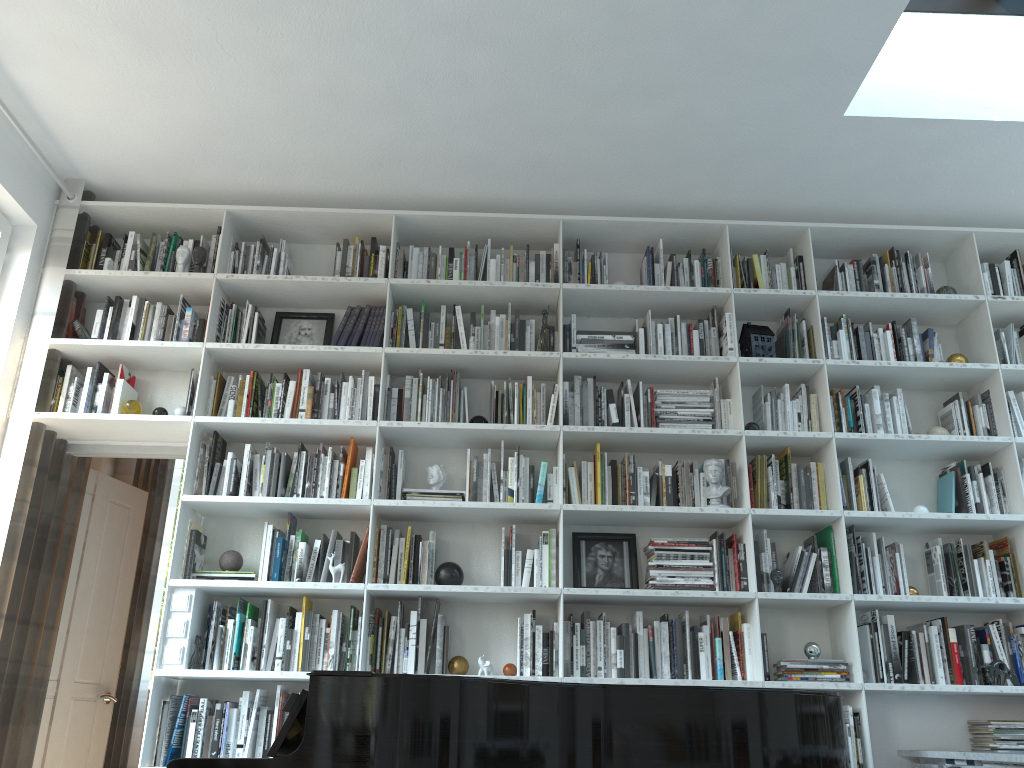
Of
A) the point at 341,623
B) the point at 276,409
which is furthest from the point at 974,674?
the point at 276,409

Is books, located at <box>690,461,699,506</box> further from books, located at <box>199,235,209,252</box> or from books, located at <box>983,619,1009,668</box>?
books, located at <box>199,235,209,252</box>

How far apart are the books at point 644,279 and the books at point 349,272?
1.5m

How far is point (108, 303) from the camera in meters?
4.4

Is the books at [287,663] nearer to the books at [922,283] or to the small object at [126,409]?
the small object at [126,409]

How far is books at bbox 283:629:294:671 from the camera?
3.7m

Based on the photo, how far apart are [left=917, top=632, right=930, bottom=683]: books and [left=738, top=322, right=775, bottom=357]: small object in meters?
1.4

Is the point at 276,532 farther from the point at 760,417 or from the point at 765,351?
the point at 765,351

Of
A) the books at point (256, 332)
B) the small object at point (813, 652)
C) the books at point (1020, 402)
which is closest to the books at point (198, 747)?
the books at point (256, 332)

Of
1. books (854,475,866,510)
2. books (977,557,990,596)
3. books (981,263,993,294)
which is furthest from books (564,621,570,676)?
books (981,263,993,294)
